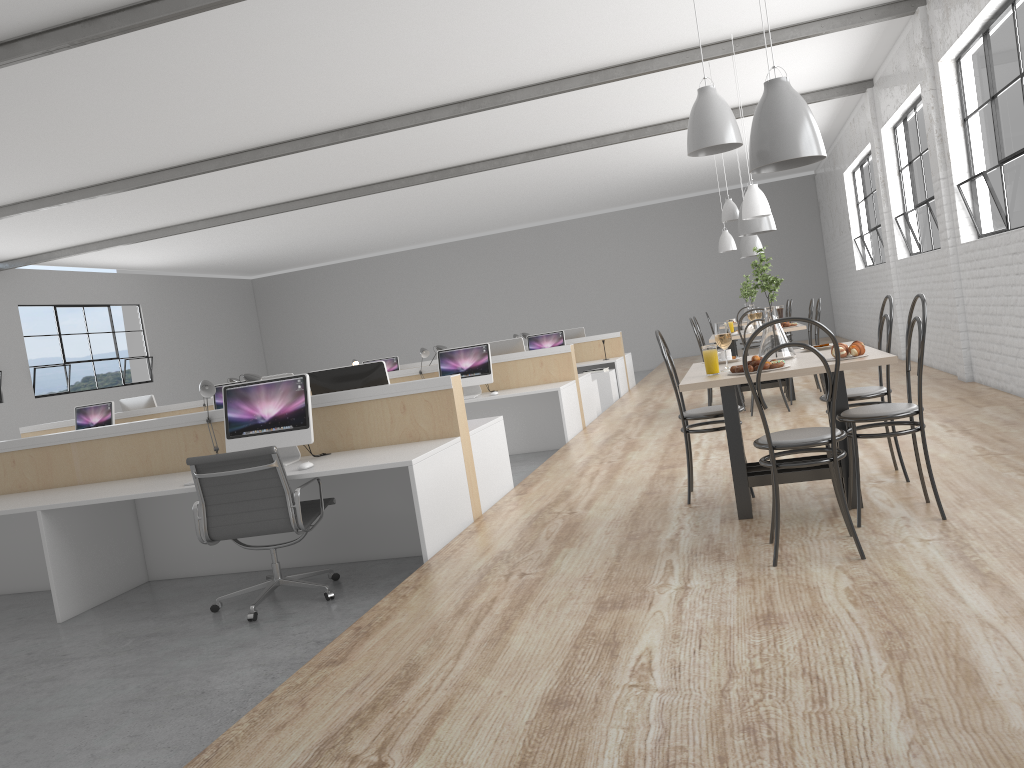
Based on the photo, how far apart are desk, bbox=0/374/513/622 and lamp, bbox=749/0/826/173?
1.5m

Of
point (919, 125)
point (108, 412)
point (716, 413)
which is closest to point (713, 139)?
point (716, 413)

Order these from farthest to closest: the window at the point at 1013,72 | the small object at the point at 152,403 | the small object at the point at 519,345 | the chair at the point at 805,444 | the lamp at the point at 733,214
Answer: the small object at the point at 152,403
the small object at the point at 519,345
the lamp at the point at 733,214
the window at the point at 1013,72
the chair at the point at 805,444

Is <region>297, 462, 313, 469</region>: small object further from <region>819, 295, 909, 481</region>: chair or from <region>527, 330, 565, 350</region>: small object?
<region>527, 330, 565, 350</region>: small object

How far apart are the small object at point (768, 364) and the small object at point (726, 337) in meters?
0.2 m

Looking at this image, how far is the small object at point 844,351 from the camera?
2.8m

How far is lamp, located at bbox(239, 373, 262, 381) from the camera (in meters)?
4.24

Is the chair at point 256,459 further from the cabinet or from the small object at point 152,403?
the cabinet

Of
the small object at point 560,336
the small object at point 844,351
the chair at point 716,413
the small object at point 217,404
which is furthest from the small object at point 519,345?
the small object at point 844,351

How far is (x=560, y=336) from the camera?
9.3m
